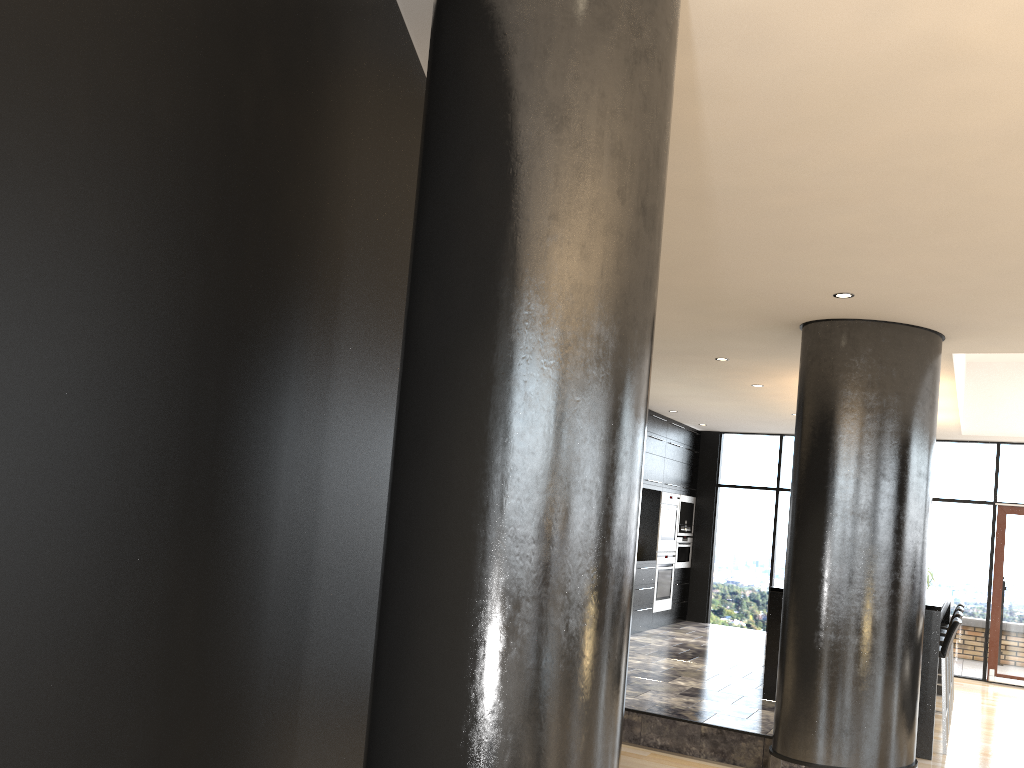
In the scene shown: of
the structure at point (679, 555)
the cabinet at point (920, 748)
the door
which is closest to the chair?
the cabinet at point (920, 748)

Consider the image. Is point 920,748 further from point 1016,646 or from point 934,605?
point 1016,646

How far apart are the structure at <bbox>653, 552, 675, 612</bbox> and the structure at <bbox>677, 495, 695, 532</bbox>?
0.43m

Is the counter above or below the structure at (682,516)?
below

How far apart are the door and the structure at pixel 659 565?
3.6 meters

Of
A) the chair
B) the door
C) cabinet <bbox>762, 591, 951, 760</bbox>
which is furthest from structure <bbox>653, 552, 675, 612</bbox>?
the chair

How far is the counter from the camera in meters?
6.2

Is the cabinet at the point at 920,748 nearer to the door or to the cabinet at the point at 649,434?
the door

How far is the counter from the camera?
6.2 meters

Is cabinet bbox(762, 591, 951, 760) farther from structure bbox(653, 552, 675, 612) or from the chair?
structure bbox(653, 552, 675, 612)
